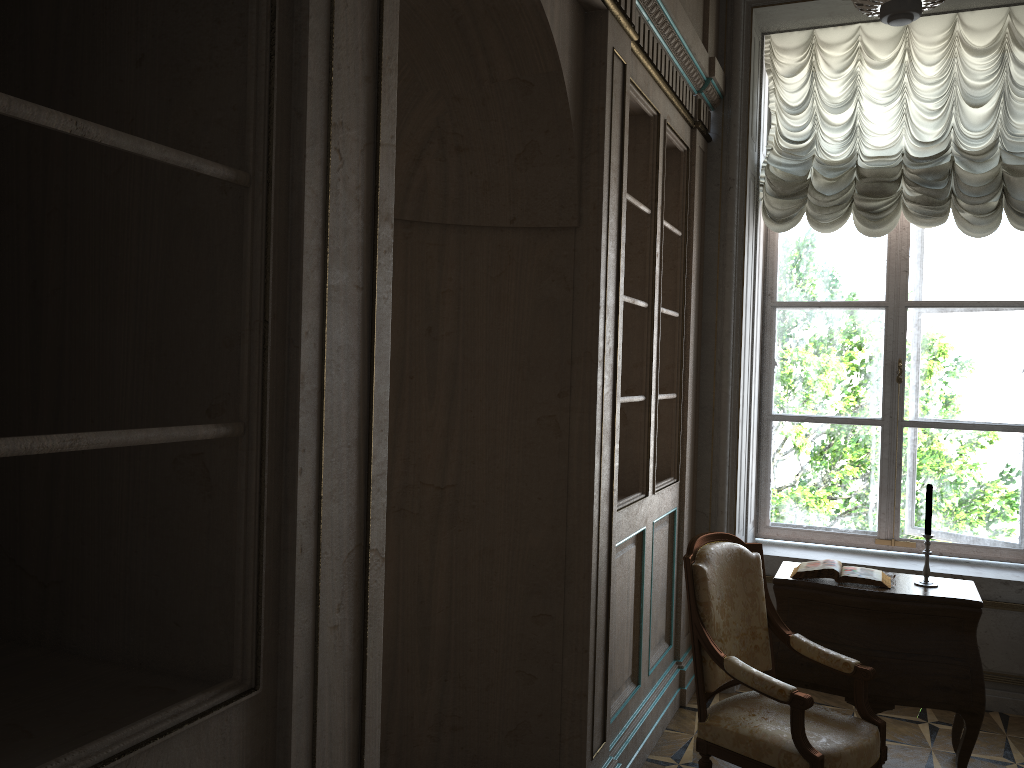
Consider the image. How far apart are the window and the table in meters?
1.1

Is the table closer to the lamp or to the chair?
the chair

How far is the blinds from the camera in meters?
4.4

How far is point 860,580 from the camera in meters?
3.7

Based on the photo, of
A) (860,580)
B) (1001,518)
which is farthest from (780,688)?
(1001,518)

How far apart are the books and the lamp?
2.20m

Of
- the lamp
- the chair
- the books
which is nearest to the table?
the books

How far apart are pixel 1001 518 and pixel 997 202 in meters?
1.7 m

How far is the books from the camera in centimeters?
374cm

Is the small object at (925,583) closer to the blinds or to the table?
the table
